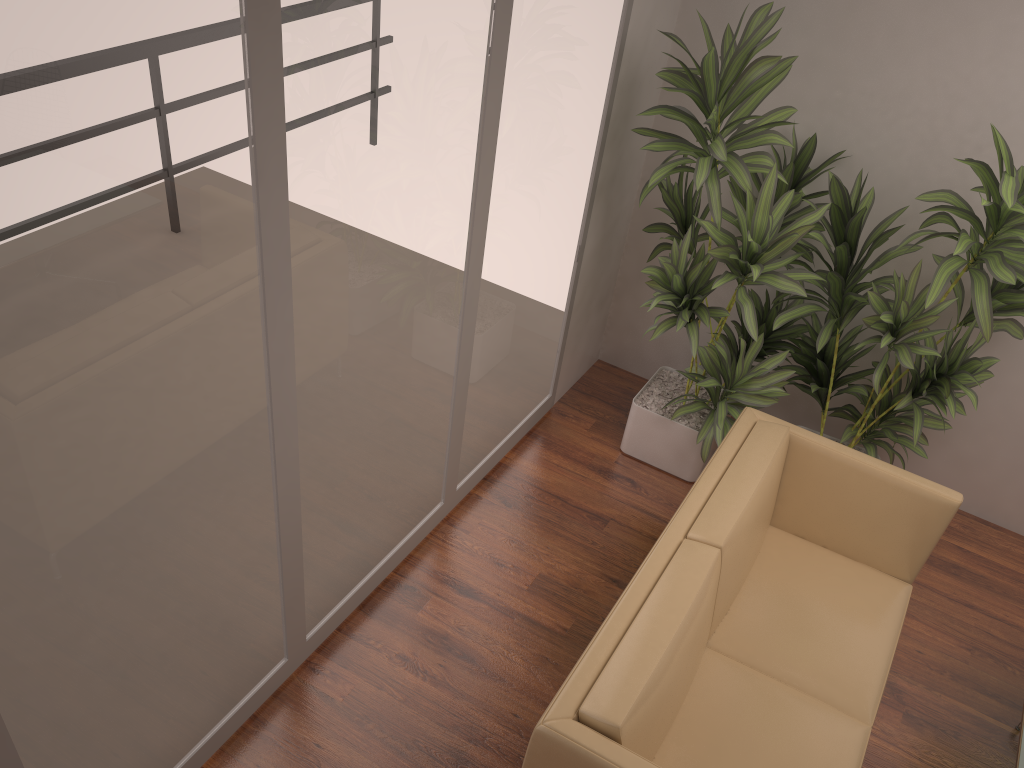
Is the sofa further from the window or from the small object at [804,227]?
the window

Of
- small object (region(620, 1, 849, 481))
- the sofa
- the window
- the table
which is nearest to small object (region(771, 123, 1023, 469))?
small object (region(620, 1, 849, 481))

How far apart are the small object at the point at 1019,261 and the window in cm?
94

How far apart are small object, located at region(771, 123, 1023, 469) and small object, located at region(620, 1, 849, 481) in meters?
0.0 m

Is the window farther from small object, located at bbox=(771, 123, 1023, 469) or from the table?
the table

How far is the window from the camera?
1.67m

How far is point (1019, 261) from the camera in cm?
311

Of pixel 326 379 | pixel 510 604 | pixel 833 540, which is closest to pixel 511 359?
pixel 510 604

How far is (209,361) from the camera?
2.1m

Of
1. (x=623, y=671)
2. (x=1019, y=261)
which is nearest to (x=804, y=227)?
(x=1019, y=261)
